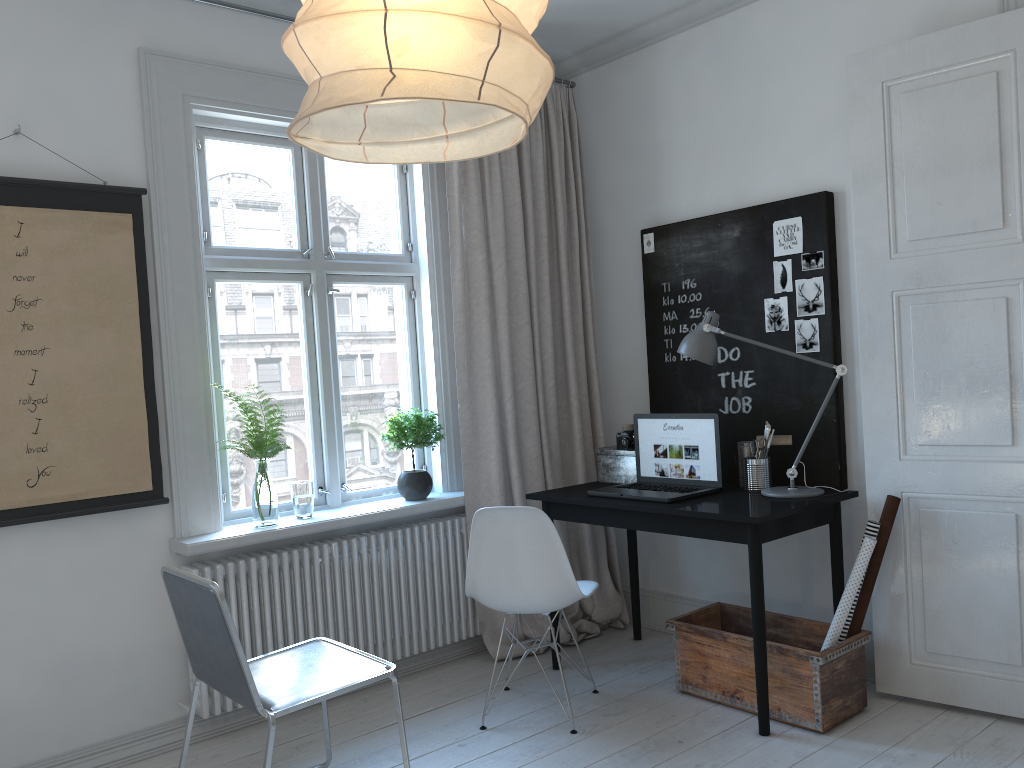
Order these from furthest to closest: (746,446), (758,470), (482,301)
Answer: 1. (482,301)
2. (746,446)
3. (758,470)

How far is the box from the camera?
3.87m

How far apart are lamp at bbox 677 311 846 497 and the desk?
0.0m

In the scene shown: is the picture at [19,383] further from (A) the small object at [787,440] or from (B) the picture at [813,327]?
(B) the picture at [813,327]

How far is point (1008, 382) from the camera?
2.9 meters

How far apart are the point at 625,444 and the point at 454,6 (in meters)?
3.00

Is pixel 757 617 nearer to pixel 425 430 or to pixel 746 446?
pixel 746 446

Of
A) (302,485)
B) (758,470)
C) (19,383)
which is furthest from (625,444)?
(19,383)

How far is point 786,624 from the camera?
3.39m

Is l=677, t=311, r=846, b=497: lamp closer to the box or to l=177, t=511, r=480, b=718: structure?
the box
